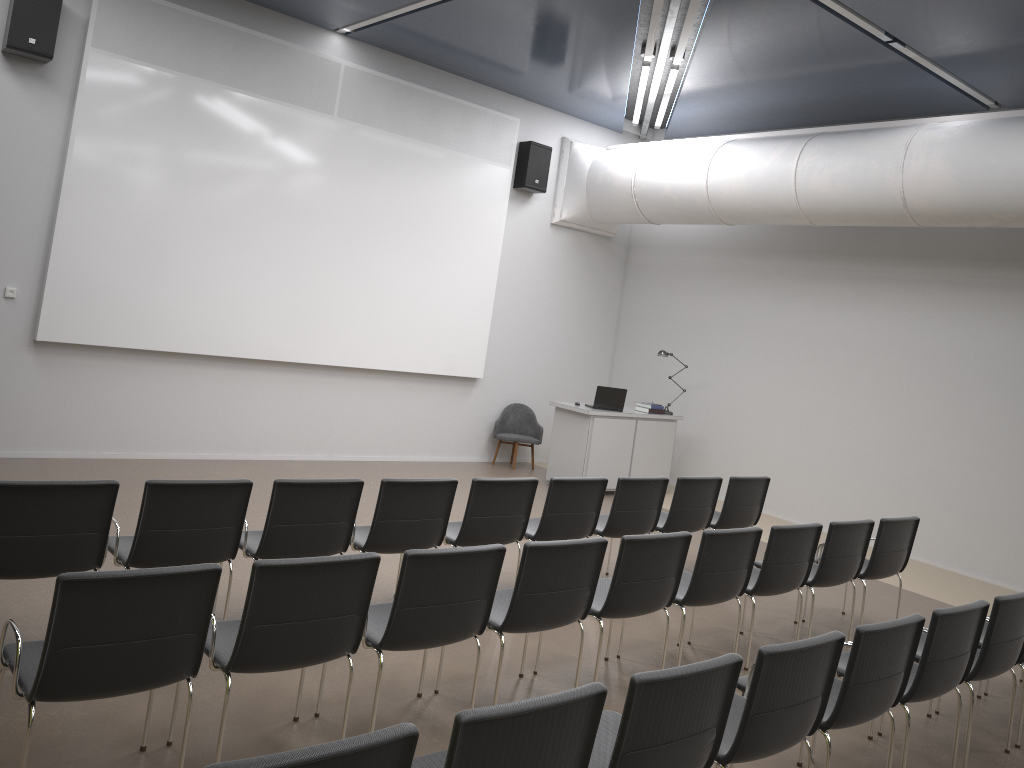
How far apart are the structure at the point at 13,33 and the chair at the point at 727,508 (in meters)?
6.95

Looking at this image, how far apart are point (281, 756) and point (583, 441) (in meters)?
8.52

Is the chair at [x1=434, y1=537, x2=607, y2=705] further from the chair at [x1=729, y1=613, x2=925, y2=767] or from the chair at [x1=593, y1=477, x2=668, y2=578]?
the chair at [x1=593, y1=477, x2=668, y2=578]

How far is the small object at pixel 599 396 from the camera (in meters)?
10.60

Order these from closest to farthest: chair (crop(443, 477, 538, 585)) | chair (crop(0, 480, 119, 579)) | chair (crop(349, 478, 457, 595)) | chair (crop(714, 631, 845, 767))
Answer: chair (crop(714, 631, 845, 767)) < chair (crop(0, 480, 119, 579)) < chair (crop(349, 478, 457, 595)) < chair (crop(443, 477, 538, 585))

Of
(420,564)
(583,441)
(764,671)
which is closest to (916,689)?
(764,671)

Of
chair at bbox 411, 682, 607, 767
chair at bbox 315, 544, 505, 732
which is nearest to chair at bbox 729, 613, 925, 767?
chair at bbox 315, 544, 505, 732

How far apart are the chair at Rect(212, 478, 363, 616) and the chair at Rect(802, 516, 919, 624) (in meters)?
3.78

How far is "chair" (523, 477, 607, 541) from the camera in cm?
616

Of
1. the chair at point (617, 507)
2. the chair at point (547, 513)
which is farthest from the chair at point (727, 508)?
the chair at point (547, 513)
